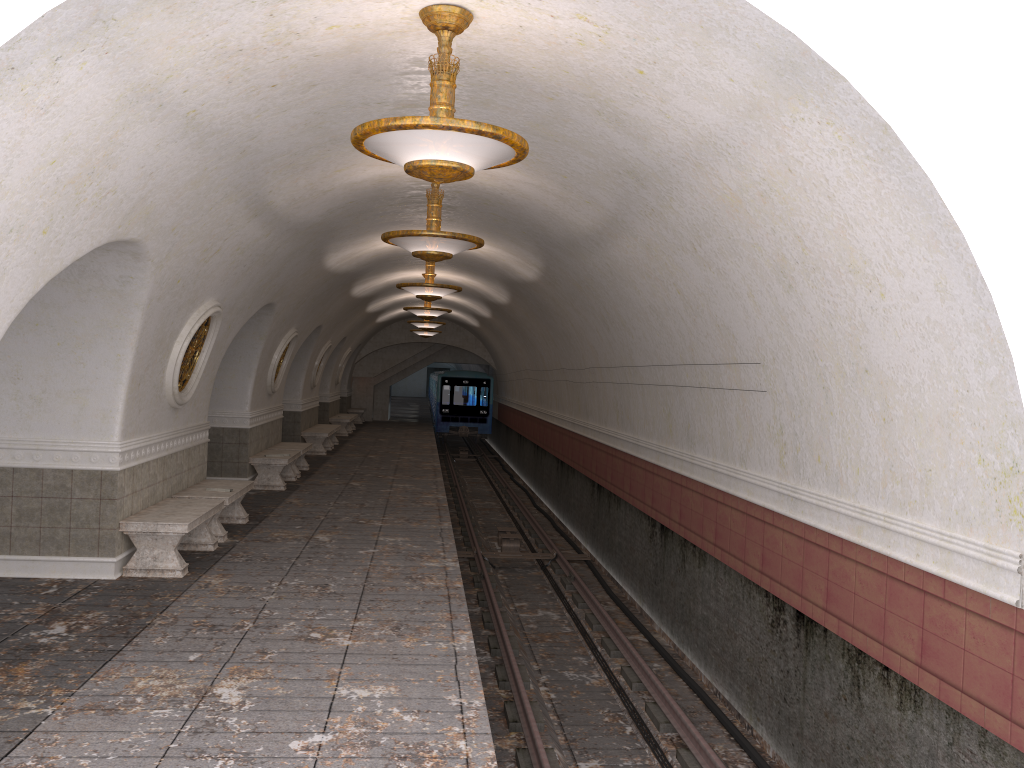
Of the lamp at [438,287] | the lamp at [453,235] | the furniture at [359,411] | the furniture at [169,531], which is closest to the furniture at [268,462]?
the lamp at [438,287]

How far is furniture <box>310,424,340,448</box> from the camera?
22.93m

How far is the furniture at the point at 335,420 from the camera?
25.9m

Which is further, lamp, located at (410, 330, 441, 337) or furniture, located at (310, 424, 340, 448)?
lamp, located at (410, 330, 441, 337)

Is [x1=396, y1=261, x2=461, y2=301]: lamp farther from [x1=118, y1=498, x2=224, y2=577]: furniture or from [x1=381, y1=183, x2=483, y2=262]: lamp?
[x1=118, y1=498, x2=224, y2=577]: furniture

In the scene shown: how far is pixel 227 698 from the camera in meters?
5.2

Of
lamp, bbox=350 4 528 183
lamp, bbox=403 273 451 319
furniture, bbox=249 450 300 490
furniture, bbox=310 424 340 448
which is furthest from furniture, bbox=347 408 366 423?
lamp, bbox=350 4 528 183

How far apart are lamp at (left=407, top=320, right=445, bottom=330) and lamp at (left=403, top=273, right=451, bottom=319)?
4.5 meters

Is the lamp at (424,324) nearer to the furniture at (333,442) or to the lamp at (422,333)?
the furniture at (333,442)

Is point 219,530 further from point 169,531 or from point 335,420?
point 335,420
